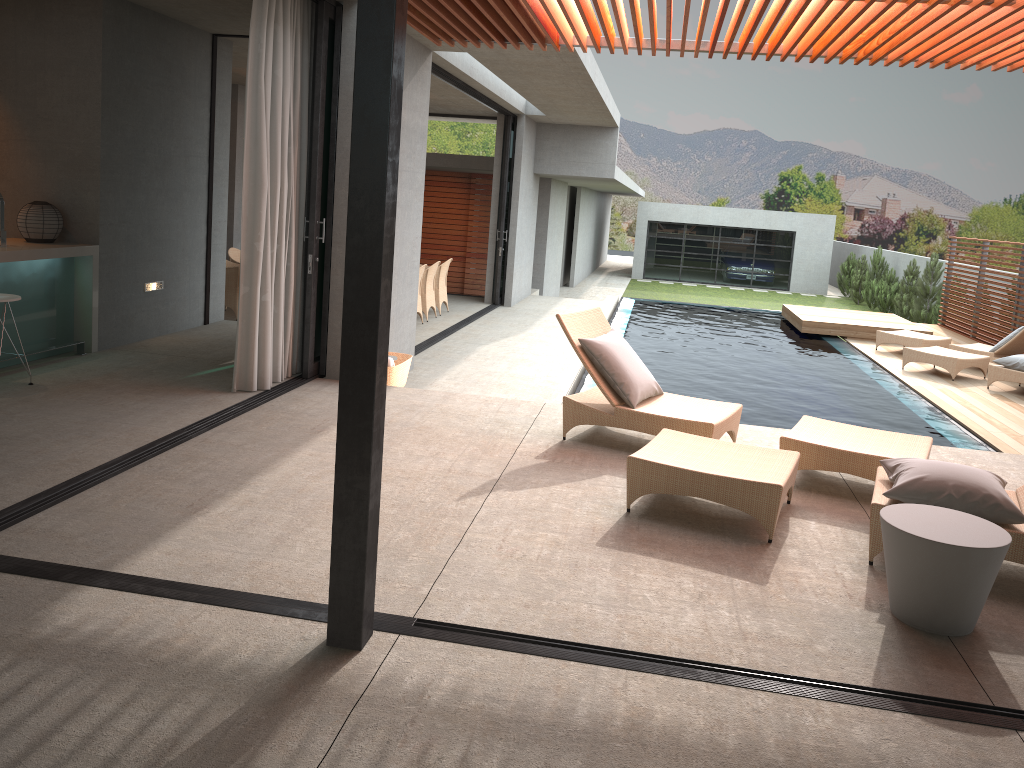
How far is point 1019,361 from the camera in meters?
10.4

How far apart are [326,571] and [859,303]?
27.63m

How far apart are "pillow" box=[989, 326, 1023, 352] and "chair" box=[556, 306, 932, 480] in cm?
746

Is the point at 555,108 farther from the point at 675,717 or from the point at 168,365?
the point at 675,717

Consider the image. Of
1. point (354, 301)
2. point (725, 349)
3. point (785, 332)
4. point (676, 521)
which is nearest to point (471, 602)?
point (354, 301)

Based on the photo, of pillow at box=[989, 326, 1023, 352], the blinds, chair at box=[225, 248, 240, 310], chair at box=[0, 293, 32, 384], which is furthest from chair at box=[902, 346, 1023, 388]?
chair at box=[0, 293, 32, 384]

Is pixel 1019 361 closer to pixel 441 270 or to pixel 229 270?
pixel 441 270

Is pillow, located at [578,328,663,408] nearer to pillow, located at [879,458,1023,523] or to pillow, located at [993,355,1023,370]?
pillow, located at [879,458,1023,523]

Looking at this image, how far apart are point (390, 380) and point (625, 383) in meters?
2.2

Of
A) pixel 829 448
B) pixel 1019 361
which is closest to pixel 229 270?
pixel 829 448
